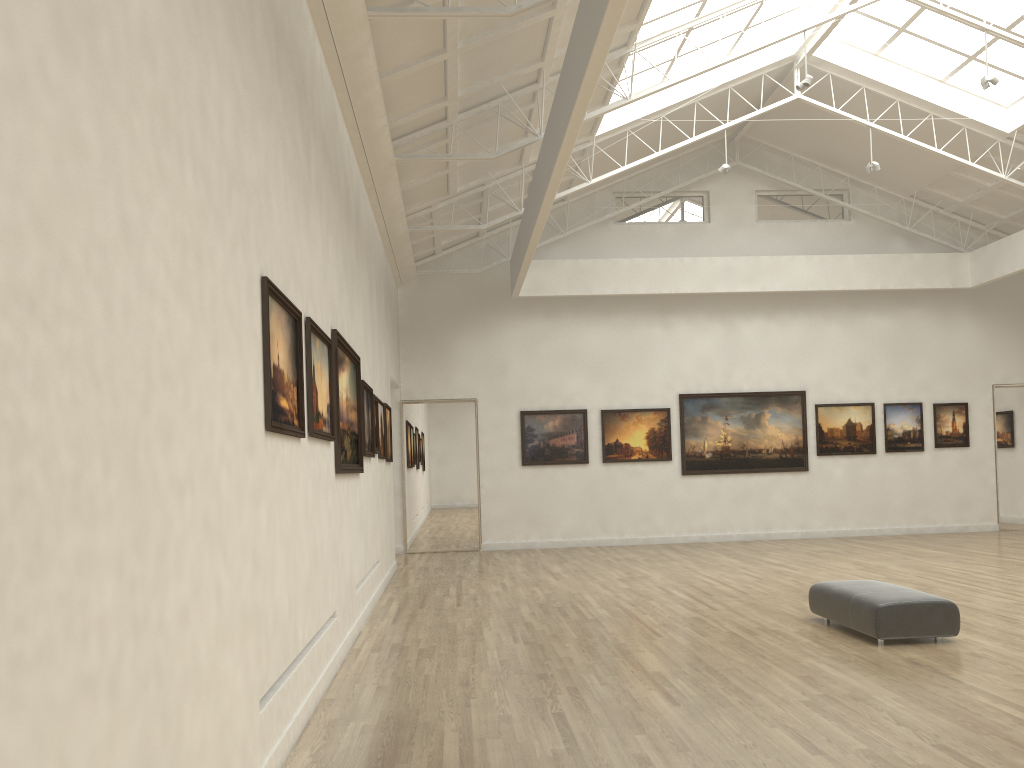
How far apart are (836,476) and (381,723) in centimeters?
2683cm
